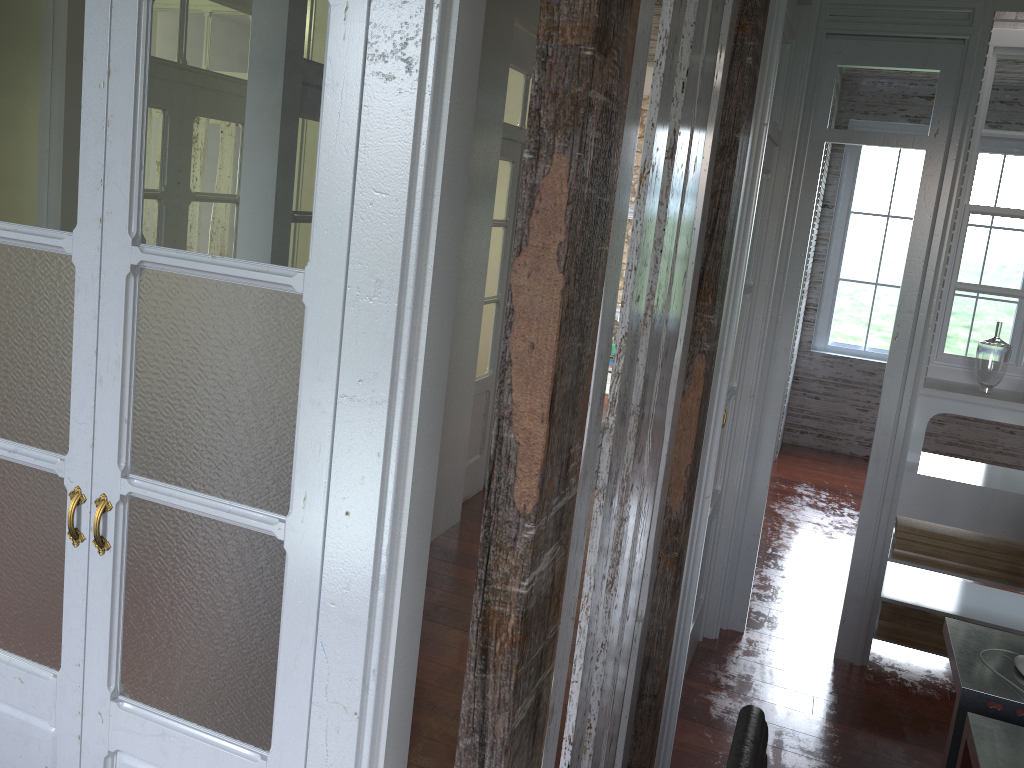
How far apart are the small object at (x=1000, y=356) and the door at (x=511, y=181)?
2.5m

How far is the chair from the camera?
1.3m

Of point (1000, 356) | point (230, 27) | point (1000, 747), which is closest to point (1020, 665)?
point (1000, 747)

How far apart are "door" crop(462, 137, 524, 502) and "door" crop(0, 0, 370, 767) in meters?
3.3

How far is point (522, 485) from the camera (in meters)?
1.06

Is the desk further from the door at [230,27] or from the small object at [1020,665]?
the door at [230,27]

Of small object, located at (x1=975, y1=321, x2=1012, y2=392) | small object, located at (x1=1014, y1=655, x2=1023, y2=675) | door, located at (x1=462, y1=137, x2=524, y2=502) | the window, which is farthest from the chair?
the window

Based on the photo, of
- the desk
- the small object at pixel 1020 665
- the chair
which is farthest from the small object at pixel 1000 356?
the chair

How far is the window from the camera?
6.99m

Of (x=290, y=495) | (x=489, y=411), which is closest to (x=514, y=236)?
(x=290, y=495)
